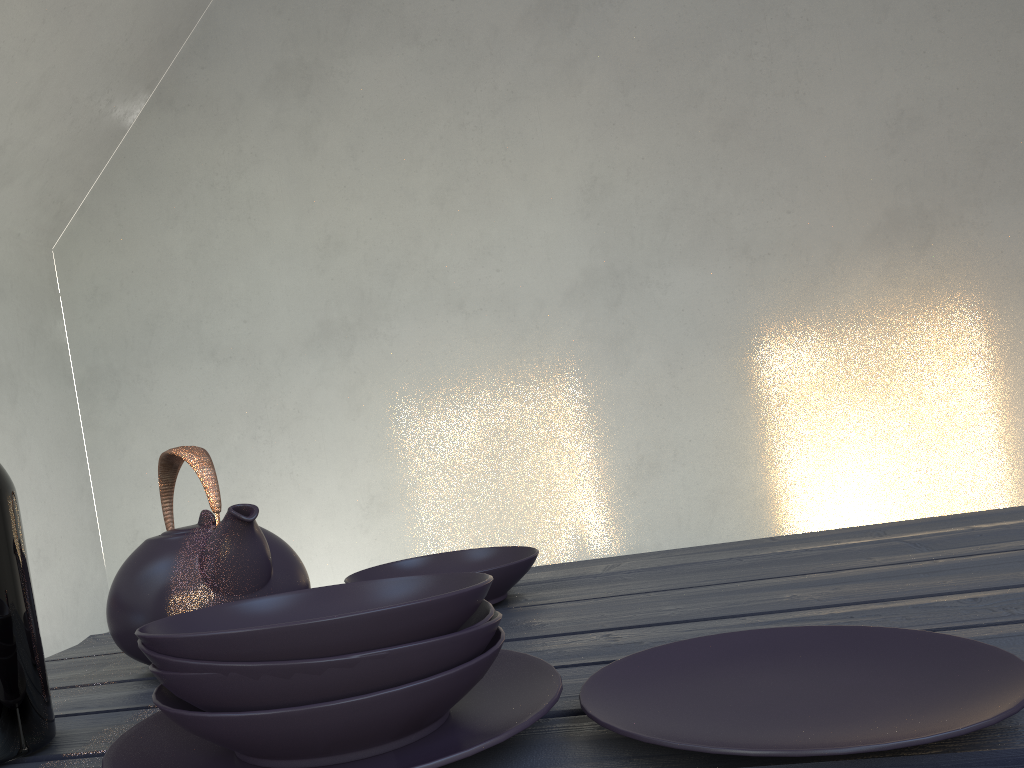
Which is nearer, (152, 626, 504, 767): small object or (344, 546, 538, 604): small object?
(152, 626, 504, 767): small object

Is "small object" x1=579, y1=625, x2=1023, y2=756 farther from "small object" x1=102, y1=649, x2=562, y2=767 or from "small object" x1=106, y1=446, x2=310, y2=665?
"small object" x1=106, y1=446, x2=310, y2=665

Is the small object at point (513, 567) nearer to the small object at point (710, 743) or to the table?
the table

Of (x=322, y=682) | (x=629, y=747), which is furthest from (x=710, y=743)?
(x=322, y=682)

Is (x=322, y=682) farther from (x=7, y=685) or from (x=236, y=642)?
(x=7, y=685)

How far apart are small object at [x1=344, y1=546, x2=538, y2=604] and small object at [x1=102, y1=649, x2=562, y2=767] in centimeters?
26cm

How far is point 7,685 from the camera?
0.61m

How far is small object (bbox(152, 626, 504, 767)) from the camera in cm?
45

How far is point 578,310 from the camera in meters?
4.2

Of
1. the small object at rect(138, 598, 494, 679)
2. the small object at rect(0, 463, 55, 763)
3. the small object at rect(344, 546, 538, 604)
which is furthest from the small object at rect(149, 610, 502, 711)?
the small object at rect(344, 546, 538, 604)
